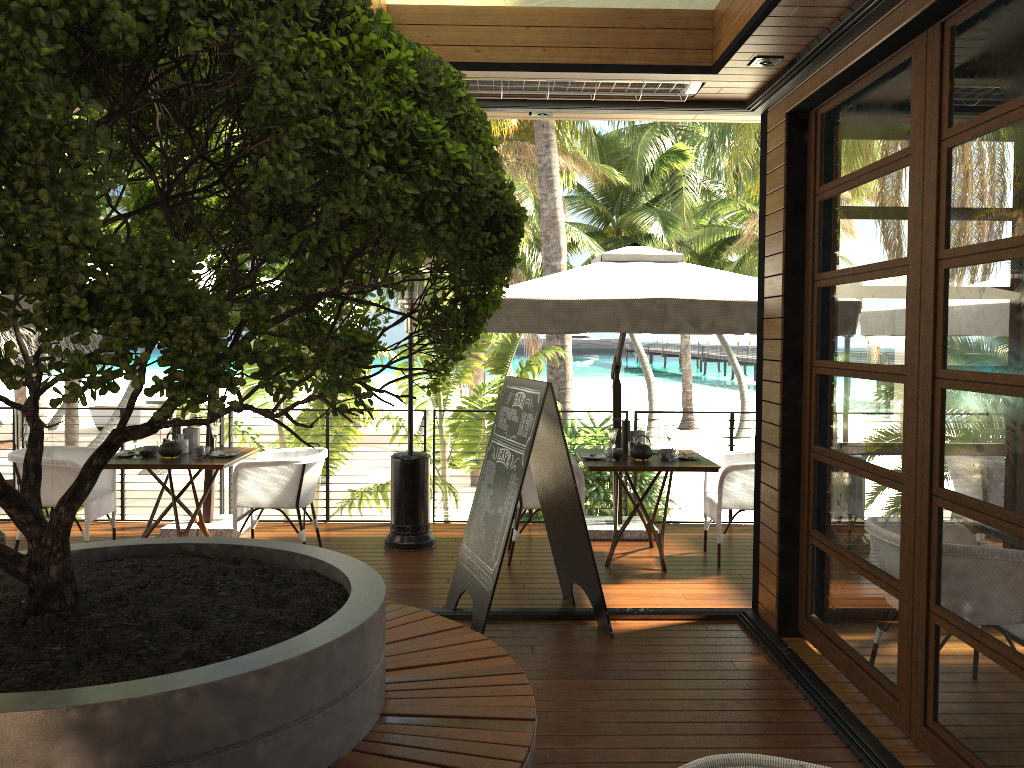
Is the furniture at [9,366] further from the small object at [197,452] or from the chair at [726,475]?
the chair at [726,475]

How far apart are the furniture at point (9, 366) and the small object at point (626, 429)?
3.4 meters

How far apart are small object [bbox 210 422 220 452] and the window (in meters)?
4.17

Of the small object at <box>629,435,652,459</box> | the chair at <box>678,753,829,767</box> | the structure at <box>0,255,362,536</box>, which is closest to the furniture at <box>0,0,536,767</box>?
the chair at <box>678,753,829,767</box>

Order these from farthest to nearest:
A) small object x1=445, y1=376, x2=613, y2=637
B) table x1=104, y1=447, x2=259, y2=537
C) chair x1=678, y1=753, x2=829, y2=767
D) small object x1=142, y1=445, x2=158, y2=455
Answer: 1. small object x1=142, y1=445, x2=158, y2=455
2. table x1=104, y1=447, x2=259, y2=537
3. small object x1=445, y1=376, x2=613, y2=637
4. chair x1=678, y1=753, x2=829, y2=767

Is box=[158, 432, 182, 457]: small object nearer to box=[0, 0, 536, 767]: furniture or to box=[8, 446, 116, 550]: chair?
box=[8, 446, 116, 550]: chair

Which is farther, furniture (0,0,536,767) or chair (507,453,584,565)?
chair (507,453,584,565)

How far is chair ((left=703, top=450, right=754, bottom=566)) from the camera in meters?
6.3

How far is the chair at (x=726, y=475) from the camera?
6.26m

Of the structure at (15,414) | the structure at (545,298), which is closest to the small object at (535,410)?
the structure at (545,298)
